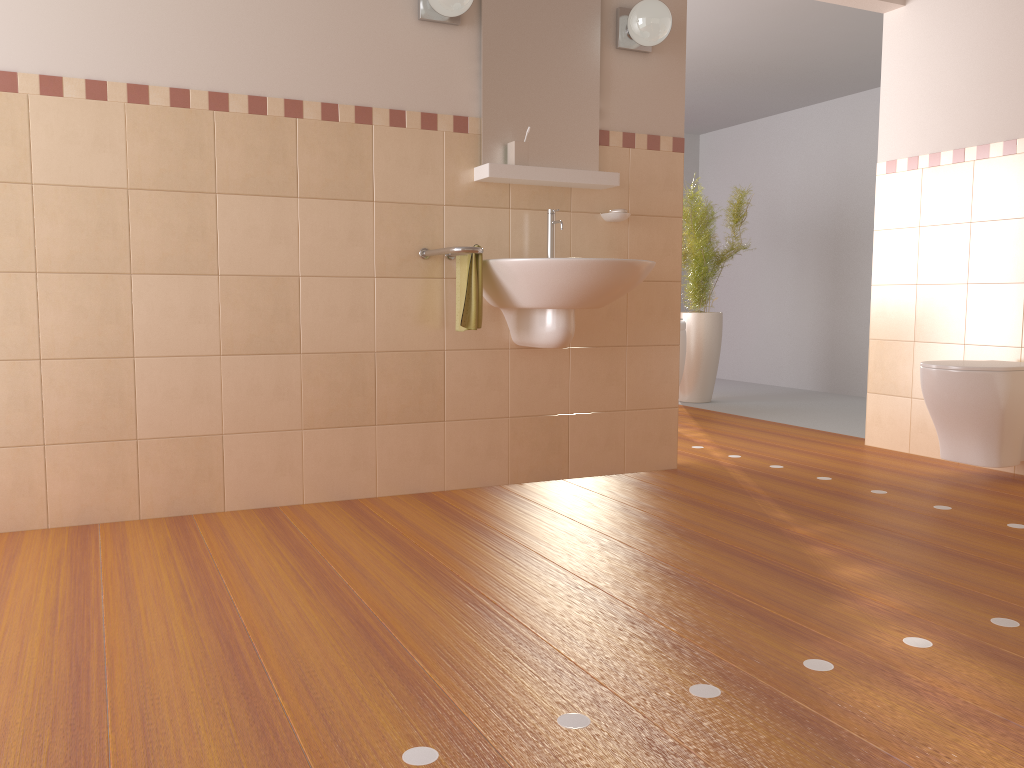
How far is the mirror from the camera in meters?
3.3 m

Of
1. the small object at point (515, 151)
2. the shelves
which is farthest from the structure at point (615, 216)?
the small object at point (515, 151)

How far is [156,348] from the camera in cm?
288

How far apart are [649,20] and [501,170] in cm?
83

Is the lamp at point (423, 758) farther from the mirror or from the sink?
the mirror

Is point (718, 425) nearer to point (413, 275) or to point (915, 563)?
point (413, 275)

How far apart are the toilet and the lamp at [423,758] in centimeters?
159cm

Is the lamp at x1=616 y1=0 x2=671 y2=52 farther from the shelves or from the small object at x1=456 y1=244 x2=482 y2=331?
the small object at x1=456 y1=244 x2=482 y2=331

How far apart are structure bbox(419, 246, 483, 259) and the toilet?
1.9 meters

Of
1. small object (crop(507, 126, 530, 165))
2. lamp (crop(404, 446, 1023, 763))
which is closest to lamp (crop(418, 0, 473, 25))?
small object (crop(507, 126, 530, 165))
